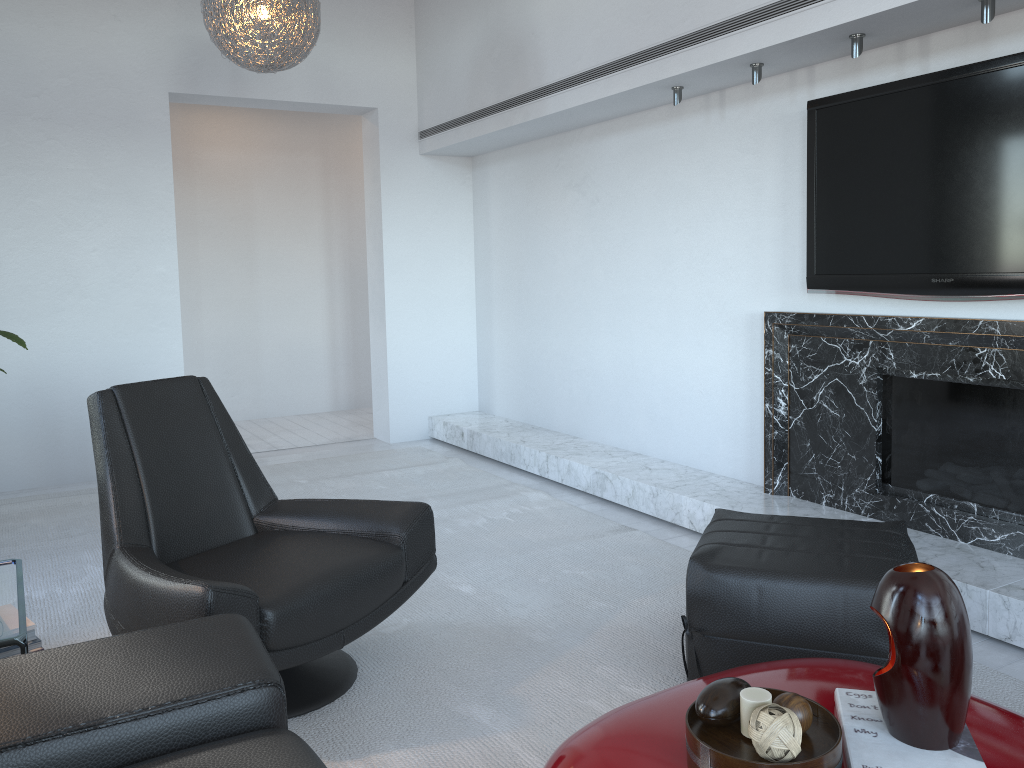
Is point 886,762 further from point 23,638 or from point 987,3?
point 987,3

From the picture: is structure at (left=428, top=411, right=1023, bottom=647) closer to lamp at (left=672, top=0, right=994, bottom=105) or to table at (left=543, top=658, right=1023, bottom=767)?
table at (left=543, top=658, right=1023, bottom=767)

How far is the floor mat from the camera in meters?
2.2

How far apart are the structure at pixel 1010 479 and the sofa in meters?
2.4 m

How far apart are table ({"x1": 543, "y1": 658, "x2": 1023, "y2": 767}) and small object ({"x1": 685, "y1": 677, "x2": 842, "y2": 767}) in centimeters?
3cm

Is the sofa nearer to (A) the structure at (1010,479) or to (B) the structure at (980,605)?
(B) the structure at (980,605)

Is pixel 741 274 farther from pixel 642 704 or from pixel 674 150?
pixel 642 704

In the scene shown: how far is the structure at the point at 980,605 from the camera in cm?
262

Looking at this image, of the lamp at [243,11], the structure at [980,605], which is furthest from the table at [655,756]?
the lamp at [243,11]

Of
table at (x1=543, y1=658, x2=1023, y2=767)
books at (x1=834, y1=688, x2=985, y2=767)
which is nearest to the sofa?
table at (x1=543, y1=658, x2=1023, y2=767)
